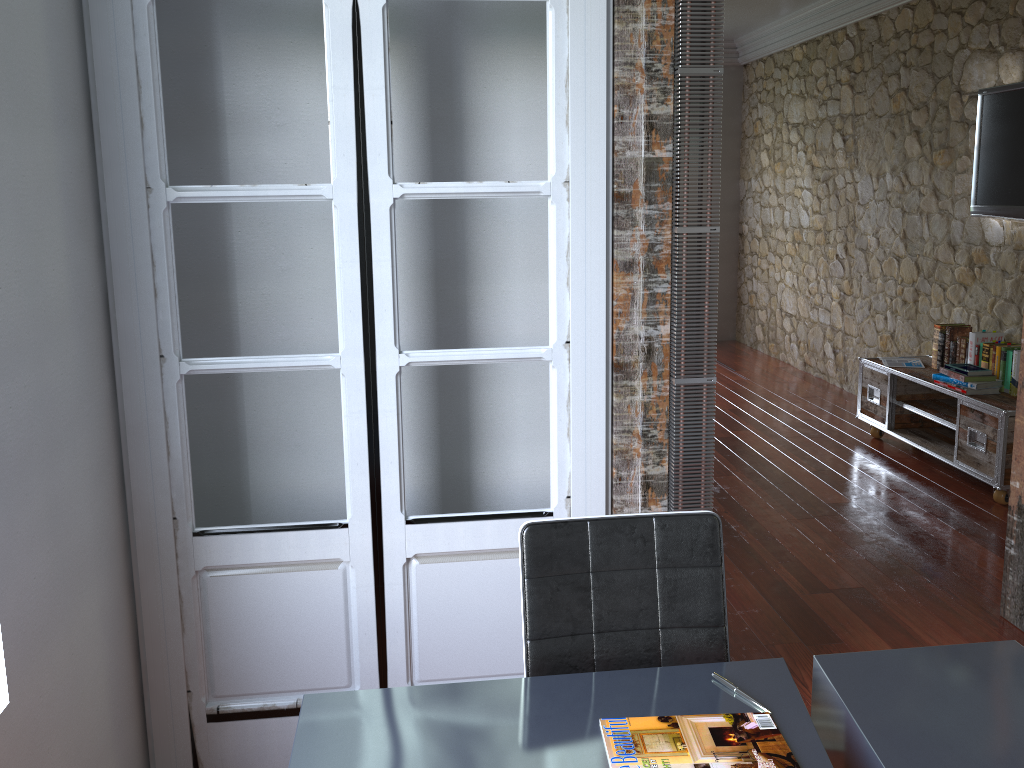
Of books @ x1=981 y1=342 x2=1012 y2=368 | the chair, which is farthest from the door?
books @ x1=981 y1=342 x2=1012 y2=368

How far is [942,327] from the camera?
5.20m

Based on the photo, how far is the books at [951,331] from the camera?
5.10m

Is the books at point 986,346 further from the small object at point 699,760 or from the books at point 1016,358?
the small object at point 699,760

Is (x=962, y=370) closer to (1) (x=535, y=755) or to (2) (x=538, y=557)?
(2) (x=538, y=557)

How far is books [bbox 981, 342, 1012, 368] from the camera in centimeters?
478cm

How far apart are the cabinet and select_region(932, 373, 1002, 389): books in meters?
0.1

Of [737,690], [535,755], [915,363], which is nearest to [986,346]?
[915,363]

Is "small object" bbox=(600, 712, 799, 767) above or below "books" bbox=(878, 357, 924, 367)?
above

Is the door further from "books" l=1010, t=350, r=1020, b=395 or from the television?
the television
